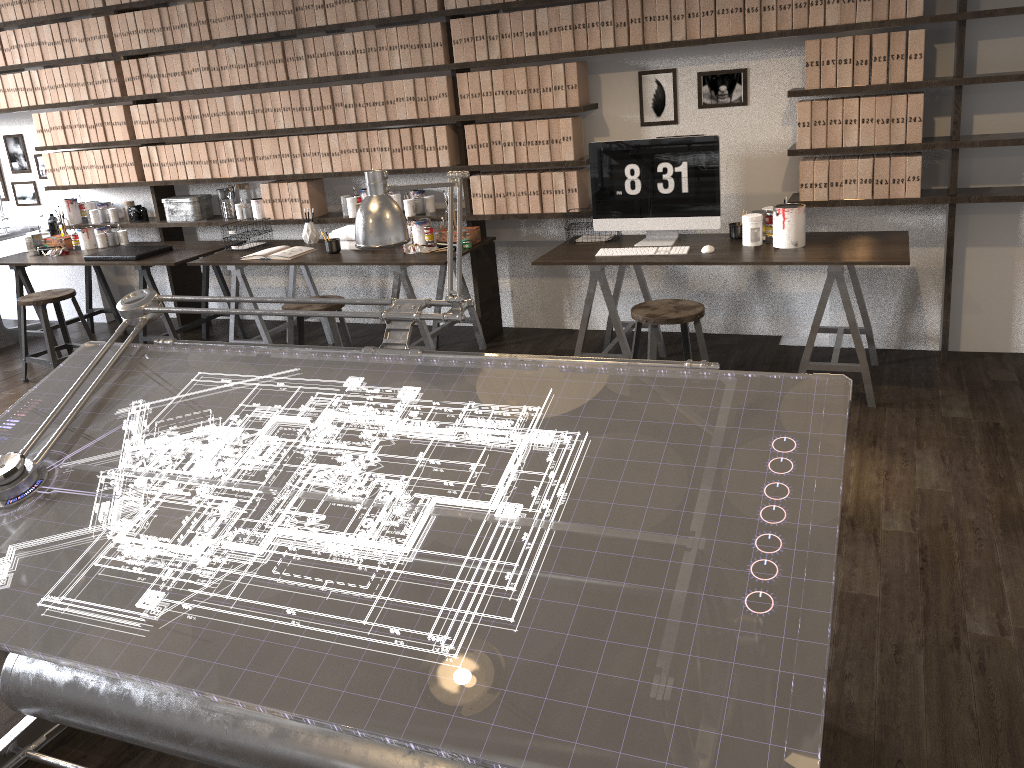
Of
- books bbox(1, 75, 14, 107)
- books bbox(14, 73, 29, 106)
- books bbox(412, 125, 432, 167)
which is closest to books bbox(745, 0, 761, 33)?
books bbox(412, 125, 432, 167)

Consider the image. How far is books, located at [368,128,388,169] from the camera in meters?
5.0

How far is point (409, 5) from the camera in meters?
4.7

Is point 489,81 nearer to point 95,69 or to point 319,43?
point 319,43

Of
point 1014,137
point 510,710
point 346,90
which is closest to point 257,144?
point 346,90

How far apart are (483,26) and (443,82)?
0.4m

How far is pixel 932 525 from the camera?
2.9m

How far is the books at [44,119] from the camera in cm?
597

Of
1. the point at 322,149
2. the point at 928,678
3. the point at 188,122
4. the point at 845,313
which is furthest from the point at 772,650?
the point at 188,122

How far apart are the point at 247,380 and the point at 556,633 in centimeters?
115cm
